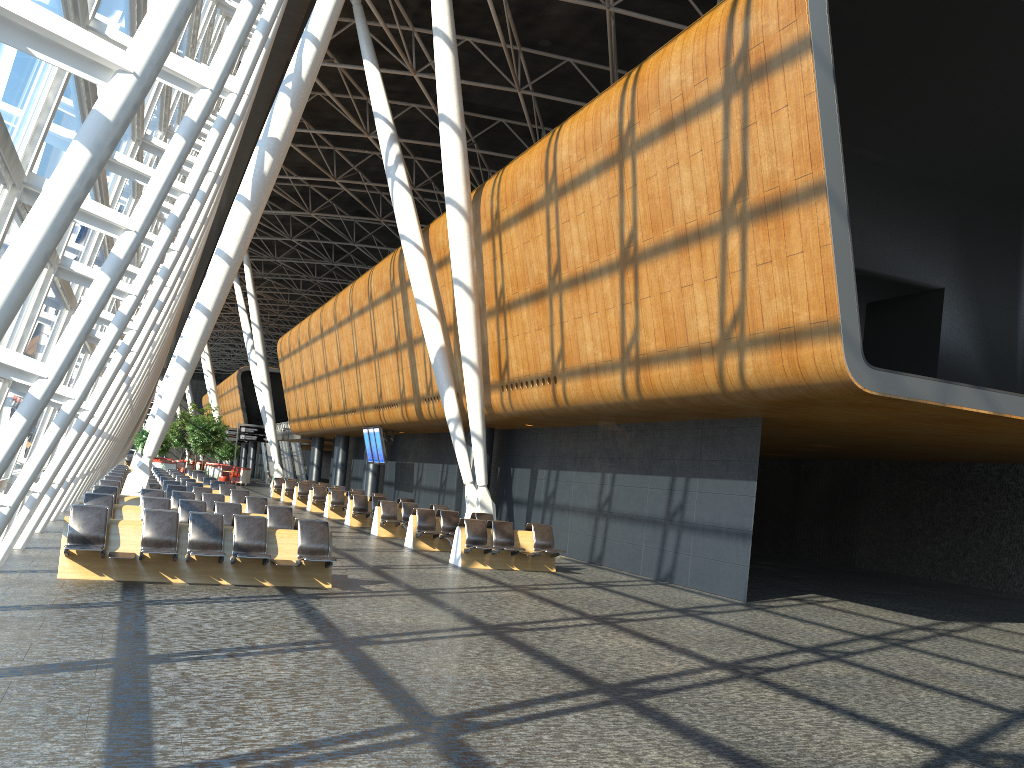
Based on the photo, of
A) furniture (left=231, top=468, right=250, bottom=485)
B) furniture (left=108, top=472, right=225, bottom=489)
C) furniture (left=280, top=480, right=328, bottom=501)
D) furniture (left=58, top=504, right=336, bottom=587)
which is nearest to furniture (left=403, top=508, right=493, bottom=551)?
furniture (left=58, top=504, right=336, bottom=587)

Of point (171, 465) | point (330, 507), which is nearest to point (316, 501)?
point (330, 507)

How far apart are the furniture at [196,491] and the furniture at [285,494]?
14.9m

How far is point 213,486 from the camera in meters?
25.3 m

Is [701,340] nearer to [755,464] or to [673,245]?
[673,245]

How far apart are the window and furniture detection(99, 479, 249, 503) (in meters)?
4.19

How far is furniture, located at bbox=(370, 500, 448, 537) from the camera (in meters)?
21.18

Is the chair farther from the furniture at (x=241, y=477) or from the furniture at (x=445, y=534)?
the furniture at (x=445, y=534)

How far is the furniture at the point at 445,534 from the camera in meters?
18.4

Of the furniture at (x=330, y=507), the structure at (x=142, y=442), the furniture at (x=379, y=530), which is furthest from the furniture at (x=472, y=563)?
the structure at (x=142, y=442)
